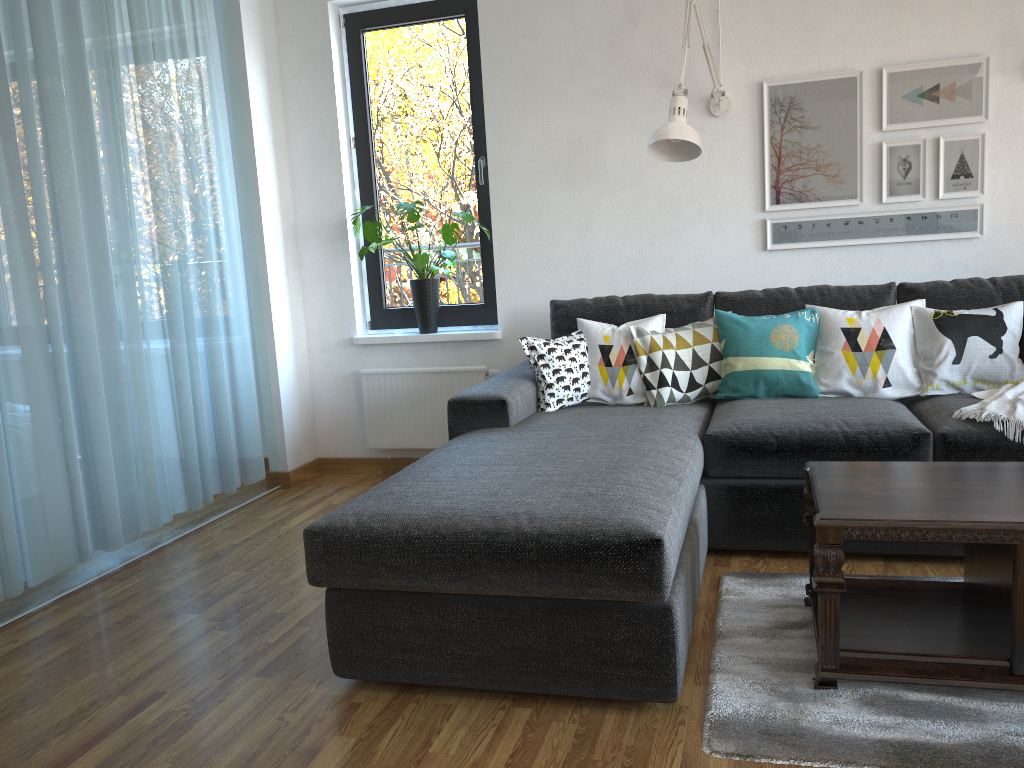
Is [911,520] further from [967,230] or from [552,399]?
[967,230]

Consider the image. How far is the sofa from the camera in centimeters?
194cm

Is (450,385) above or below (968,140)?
below

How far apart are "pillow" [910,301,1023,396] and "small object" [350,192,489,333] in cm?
193

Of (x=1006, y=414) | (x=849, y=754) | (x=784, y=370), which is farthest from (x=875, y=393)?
(x=849, y=754)

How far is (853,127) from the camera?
3.6 meters

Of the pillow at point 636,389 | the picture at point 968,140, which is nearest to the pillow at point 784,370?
the pillow at point 636,389

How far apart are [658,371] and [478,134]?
1.6 meters

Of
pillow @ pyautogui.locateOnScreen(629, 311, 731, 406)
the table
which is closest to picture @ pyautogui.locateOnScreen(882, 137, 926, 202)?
pillow @ pyautogui.locateOnScreen(629, 311, 731, 406)

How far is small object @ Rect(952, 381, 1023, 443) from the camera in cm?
267
